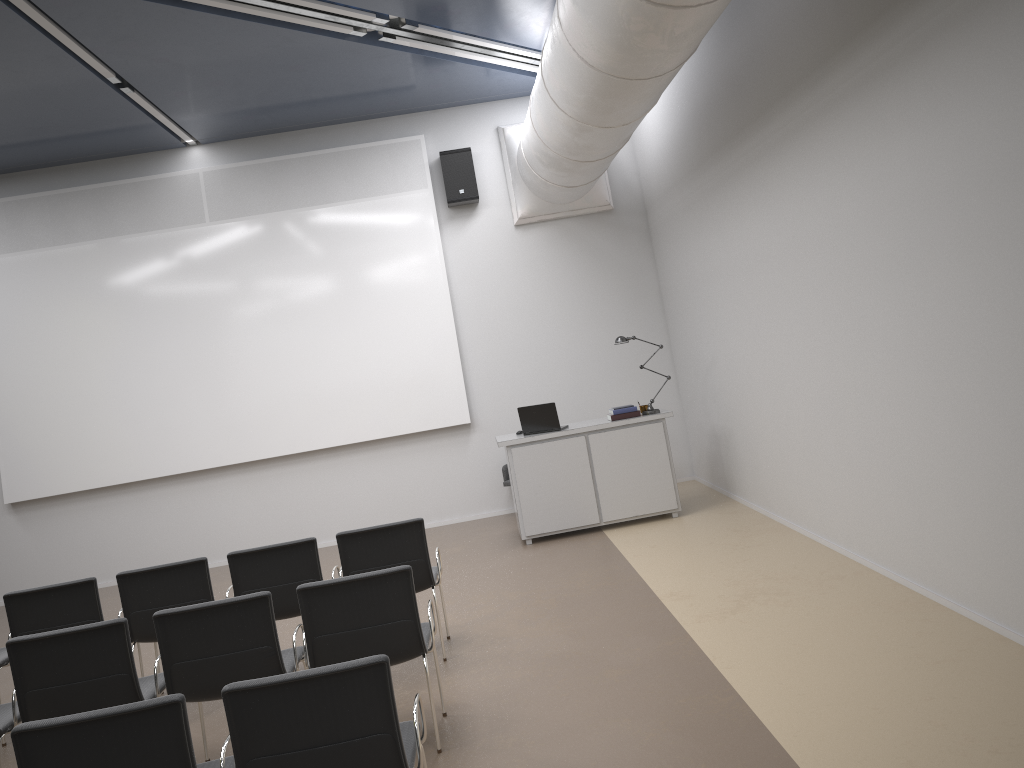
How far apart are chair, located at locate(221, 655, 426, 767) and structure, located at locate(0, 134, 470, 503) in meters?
6.8

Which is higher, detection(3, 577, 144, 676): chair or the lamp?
the lamp

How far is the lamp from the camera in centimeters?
867cm

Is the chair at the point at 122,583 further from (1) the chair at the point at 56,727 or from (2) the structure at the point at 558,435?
(2) the structure at the point at 558,435

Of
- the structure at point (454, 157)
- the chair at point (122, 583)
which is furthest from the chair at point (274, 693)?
the structure at point (454, 157)

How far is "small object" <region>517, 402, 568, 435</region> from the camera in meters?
8.6 m

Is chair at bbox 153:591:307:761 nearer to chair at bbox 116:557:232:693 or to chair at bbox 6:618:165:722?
chair at bbox 6:618:165:722

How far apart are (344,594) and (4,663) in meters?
2.8 m

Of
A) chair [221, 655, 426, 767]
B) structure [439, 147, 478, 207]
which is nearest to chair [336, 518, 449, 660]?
chair [221, 655, 426, 767]

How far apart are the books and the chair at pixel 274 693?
5.41m
